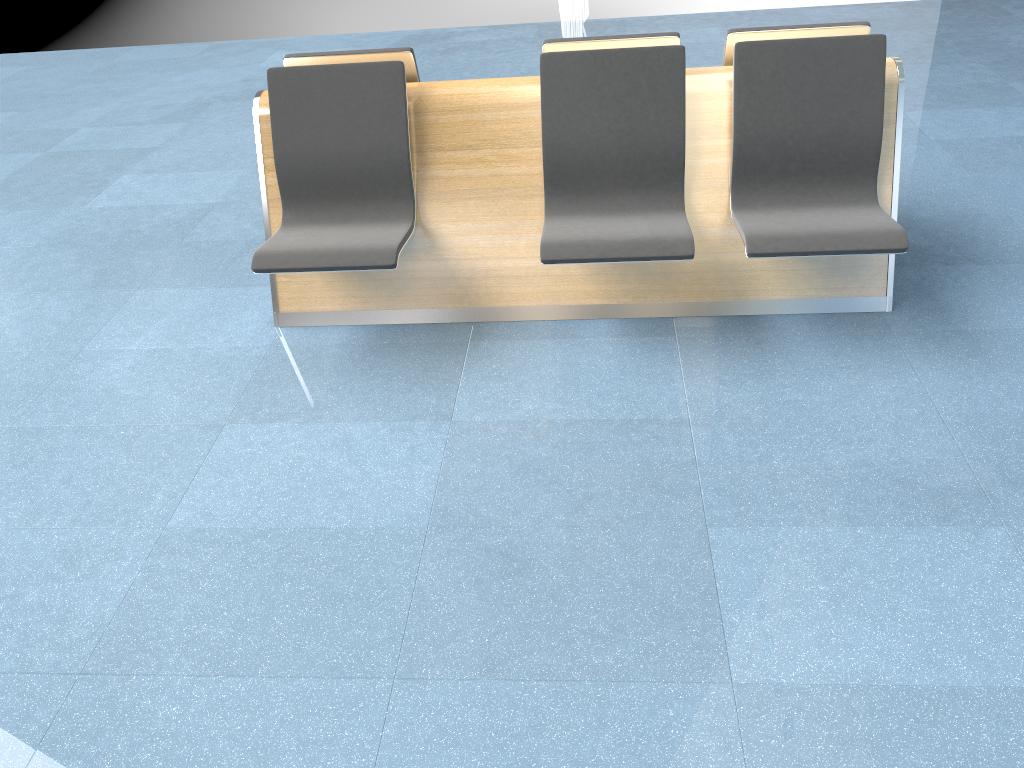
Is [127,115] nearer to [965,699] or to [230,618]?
[230,618]

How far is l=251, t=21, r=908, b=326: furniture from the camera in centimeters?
295cm

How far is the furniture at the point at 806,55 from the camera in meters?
2.9

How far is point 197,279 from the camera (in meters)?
3.81

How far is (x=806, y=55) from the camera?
2.9m
